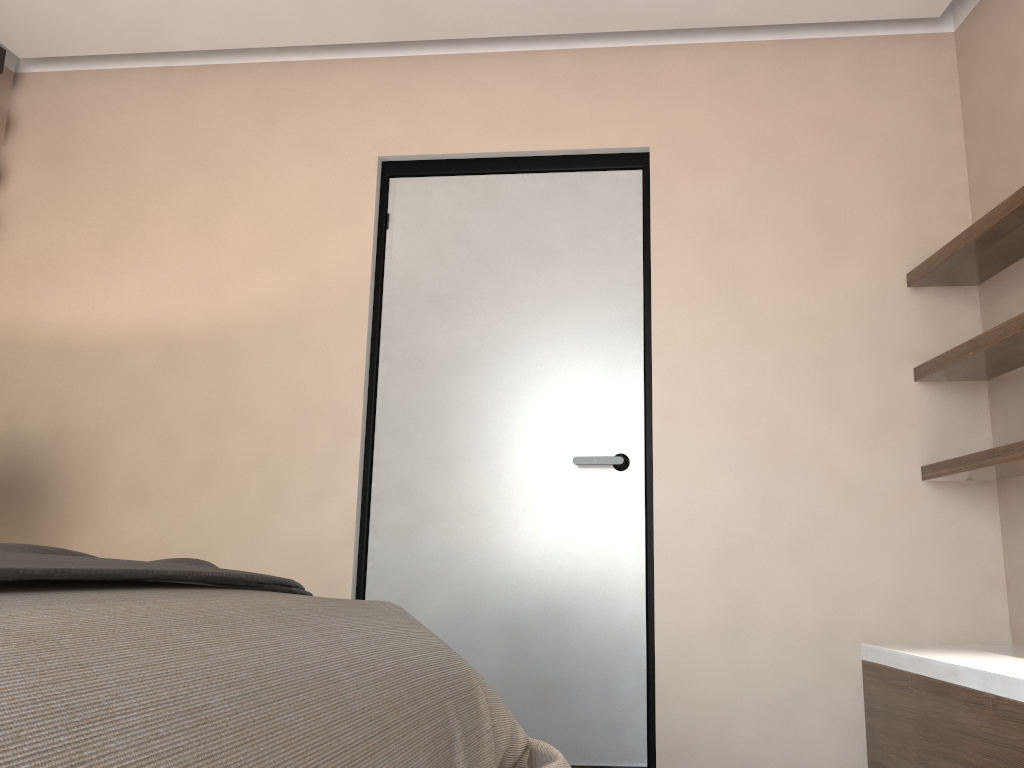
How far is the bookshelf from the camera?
2.28m

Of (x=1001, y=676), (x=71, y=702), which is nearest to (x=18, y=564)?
(x=71, y=702)

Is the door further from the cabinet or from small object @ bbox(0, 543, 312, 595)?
small object @ bbox(0, 543, 312, 595)

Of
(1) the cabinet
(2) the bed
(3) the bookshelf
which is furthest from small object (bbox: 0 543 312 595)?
(3) the bookshelf

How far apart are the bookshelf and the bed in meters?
1.5

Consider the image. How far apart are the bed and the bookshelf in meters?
1.5

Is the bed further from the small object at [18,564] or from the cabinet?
the cabinet

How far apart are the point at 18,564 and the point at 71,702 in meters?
Answer: 0.3 m

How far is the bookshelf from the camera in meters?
2.3

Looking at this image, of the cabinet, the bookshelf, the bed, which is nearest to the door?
the cabinet
